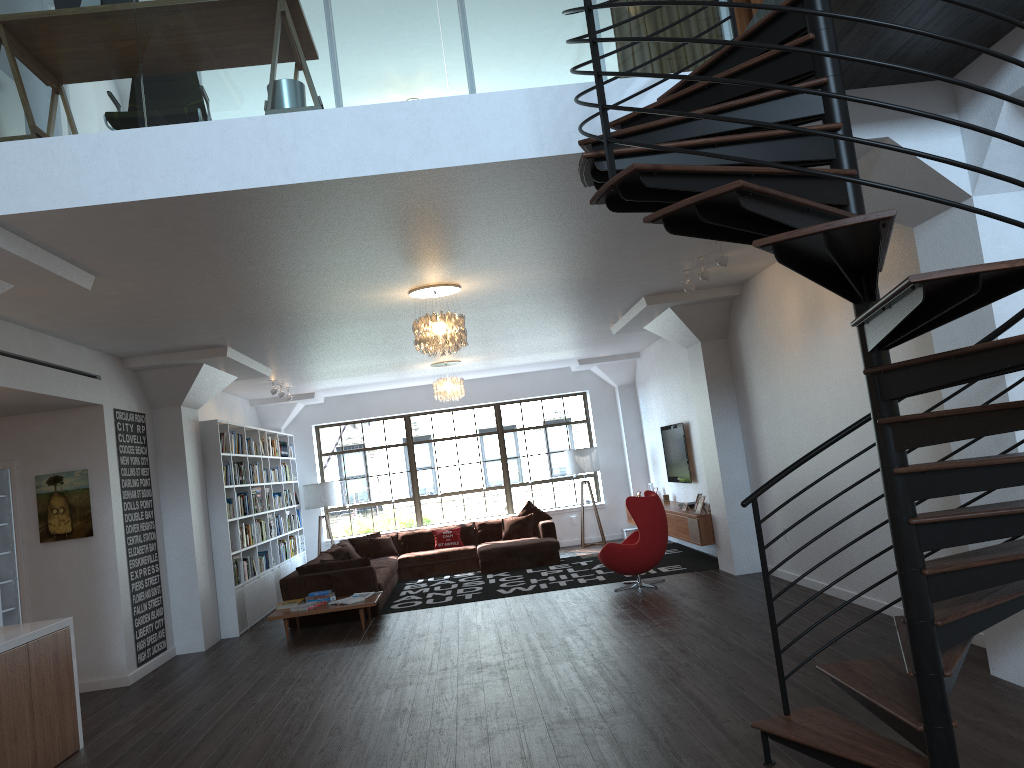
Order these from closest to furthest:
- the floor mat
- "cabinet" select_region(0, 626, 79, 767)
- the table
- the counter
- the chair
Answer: "cabinet" select_region(0, 626, 79, 767) < the counter < the table < the chair < the floor mat

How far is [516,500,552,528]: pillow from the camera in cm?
1378

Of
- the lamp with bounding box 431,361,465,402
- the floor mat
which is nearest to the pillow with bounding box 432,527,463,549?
the floor mat

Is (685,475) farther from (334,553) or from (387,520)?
(387,520)

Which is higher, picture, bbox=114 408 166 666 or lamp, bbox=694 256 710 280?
lamp, bbox=694 256 710 280

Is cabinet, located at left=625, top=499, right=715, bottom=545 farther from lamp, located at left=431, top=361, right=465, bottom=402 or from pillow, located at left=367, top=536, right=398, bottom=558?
pillow, located at left=367, top=536, right=398, bottom=558

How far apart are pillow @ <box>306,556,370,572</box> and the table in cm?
76

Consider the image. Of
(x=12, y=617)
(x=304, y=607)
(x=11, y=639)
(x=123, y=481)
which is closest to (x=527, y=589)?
(x=304, y=607)

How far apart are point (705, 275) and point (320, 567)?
5.6m

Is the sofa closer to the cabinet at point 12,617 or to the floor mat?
the floor mat
